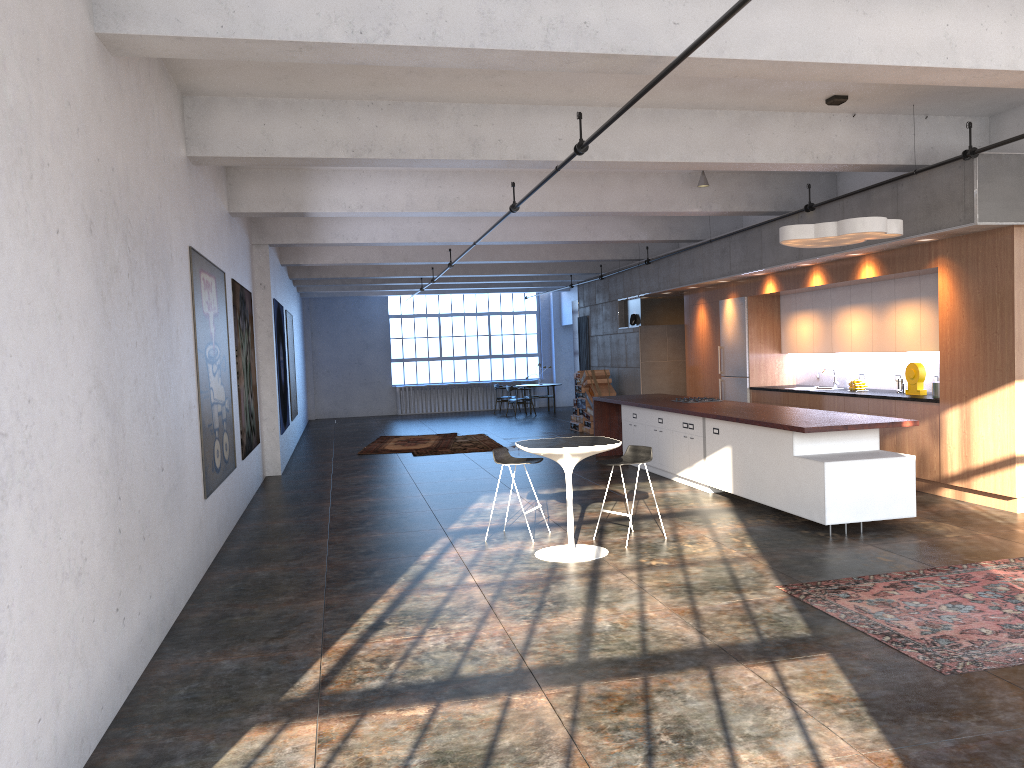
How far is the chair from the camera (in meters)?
7.85

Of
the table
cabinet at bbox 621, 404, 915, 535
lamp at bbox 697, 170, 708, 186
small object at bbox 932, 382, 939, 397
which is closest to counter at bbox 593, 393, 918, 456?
cabinet at bbox 621, 404, 915, 535

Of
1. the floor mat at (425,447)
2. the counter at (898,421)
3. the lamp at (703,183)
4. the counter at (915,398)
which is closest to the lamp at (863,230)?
the counter at (898,421)

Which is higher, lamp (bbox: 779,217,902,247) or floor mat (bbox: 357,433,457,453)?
lamp (bbox: 779,217,902,247)

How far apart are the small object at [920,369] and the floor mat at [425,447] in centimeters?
859cm

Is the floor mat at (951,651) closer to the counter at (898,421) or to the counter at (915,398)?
the counter at (898,421)

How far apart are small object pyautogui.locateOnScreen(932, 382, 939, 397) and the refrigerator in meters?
4.2

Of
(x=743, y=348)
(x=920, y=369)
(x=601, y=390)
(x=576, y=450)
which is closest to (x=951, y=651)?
(x=576, y=450)

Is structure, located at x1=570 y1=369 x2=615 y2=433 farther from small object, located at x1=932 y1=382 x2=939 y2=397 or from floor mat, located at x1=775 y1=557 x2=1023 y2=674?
floor mat, located at x1=775 y1=557 x2=1023 y2=674

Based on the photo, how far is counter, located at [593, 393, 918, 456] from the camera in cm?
783
